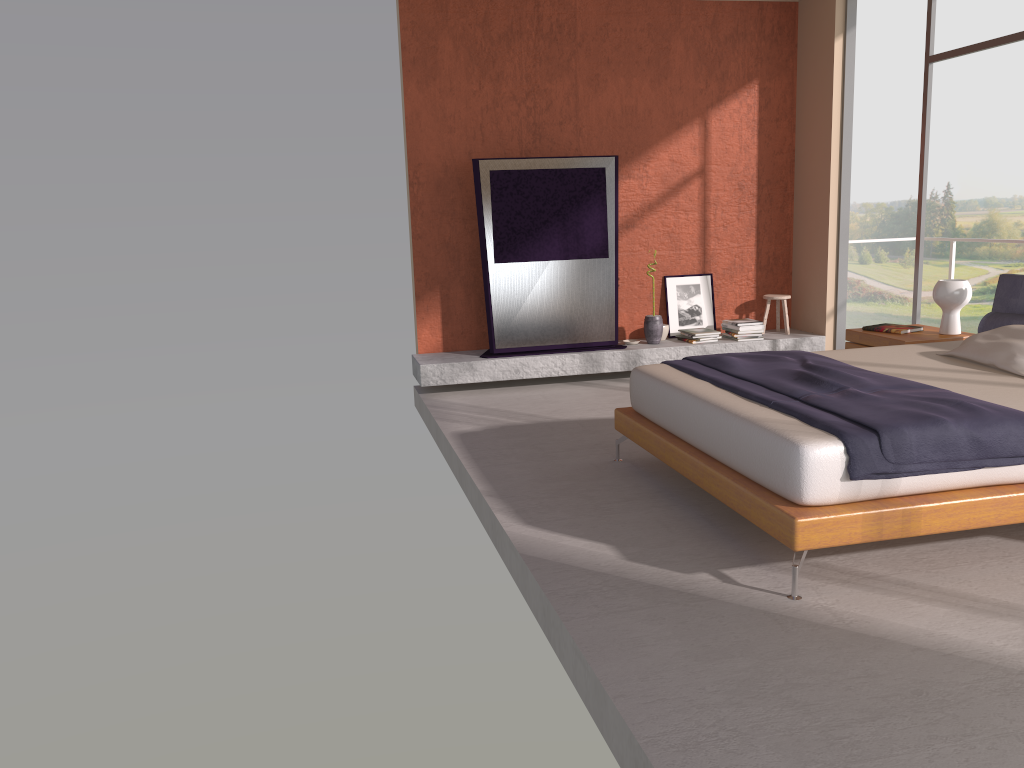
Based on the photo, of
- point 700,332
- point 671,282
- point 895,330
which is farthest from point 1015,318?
point 671,282

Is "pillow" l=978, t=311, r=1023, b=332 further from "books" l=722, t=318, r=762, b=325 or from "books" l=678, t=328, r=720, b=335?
"books" l=678, t=328, r=720, b=335

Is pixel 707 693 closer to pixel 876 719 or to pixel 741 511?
pixel 876 719

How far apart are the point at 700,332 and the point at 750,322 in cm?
45

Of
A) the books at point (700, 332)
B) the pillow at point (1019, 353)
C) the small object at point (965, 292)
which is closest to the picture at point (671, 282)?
the books at point (700, 332)

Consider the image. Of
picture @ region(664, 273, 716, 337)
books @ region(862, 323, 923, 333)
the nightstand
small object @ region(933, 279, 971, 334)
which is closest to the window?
the nightstand

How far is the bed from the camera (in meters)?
3.25

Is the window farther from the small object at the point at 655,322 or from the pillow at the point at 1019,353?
the pillow at the point at 1019,353

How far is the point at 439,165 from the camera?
7.32m

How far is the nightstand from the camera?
5.5 meters
